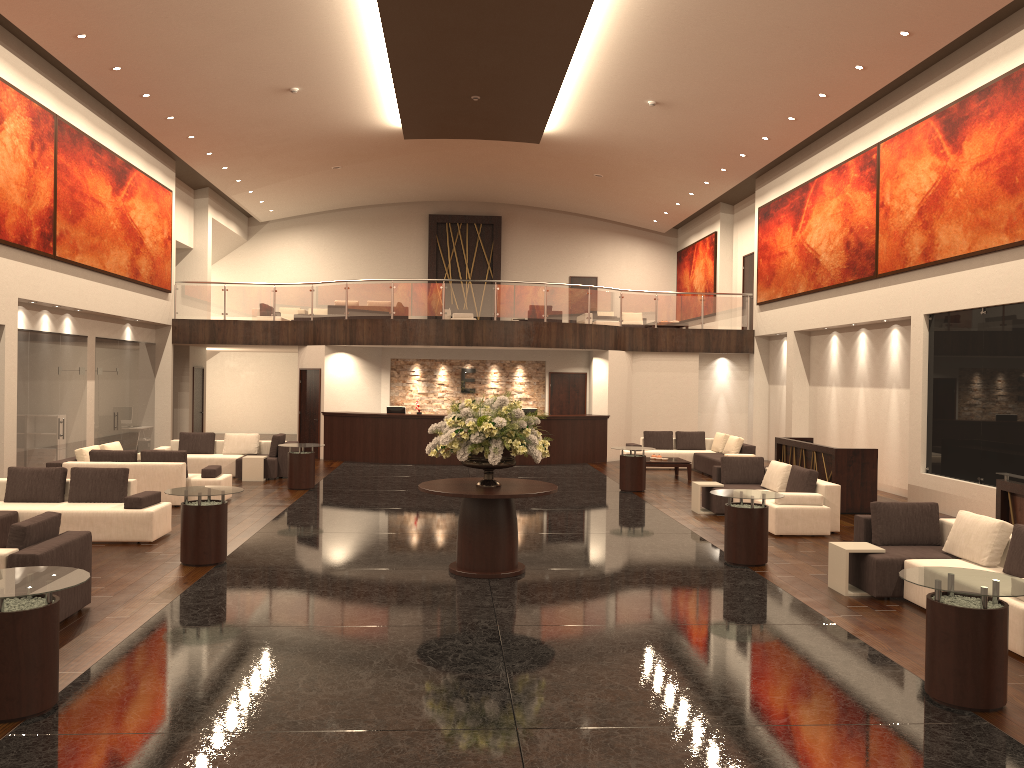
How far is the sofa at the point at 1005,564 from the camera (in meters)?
7.88

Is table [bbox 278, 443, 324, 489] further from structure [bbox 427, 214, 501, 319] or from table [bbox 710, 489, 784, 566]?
structure [bbox 427, 214, 501, 319]

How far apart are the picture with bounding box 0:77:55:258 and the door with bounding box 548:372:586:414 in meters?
12.0

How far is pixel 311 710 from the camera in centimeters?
554cm

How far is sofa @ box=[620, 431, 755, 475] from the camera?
19.4 meters

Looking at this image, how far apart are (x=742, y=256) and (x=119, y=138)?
16.5m

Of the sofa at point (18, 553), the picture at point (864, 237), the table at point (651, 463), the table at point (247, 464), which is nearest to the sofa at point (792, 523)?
the table at point (651, 463)

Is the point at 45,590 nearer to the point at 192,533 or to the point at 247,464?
the point at 192,533

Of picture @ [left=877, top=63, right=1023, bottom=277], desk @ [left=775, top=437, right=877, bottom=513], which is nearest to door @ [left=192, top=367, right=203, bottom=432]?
desk @ [left=775, top=437, right=877, bottom=513]

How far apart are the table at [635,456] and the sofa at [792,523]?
2.1m
